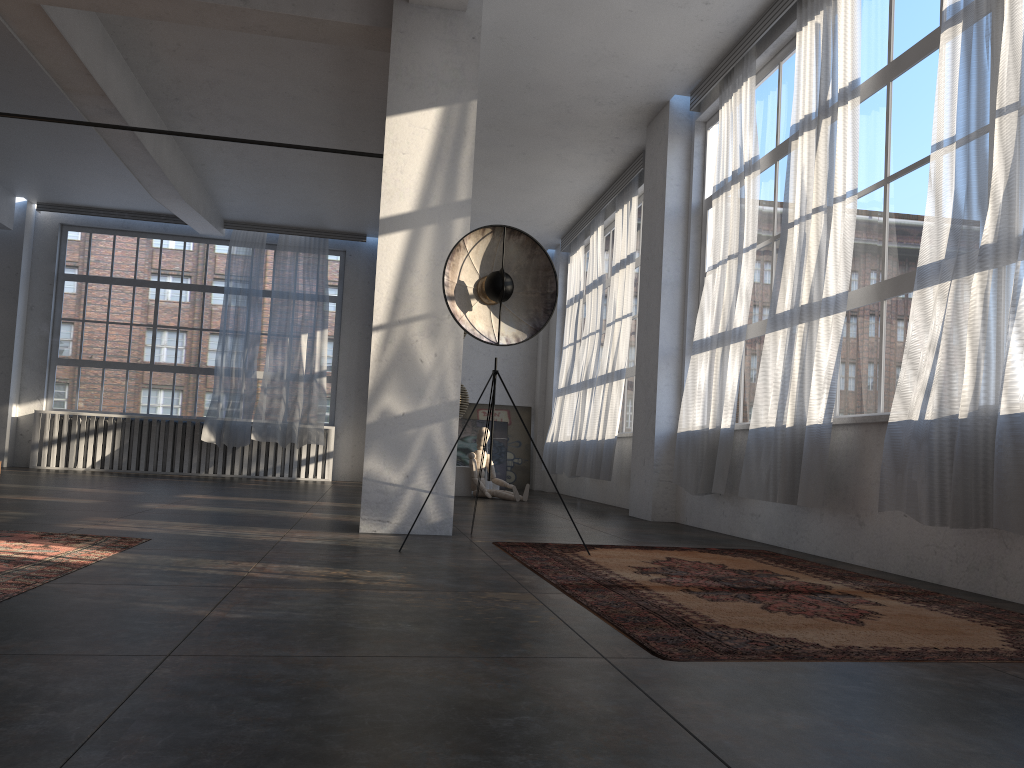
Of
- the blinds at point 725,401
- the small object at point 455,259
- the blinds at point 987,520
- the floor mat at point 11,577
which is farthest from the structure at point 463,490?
the blinds at point 987,520

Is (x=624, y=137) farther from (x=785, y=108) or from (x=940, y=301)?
(x=940, y=301)

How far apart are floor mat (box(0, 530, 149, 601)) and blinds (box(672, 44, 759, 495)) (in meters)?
4.05

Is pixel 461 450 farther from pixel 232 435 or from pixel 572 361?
pixel 232 435

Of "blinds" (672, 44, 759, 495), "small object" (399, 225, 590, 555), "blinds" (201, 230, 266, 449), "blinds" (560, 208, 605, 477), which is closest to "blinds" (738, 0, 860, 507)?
"blinds" (672, 44, 759, 495)

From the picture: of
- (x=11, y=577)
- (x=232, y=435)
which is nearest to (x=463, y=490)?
(x=232, y=435)

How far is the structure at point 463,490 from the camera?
11.18m

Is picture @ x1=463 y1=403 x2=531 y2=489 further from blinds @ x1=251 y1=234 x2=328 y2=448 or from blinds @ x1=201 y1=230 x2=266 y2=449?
blinds @ x1=201 y1=230 x2=266 y2=449

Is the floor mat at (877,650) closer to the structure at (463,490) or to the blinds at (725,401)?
the blinds at (725,401)

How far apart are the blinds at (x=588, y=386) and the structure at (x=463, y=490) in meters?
1.3 m
